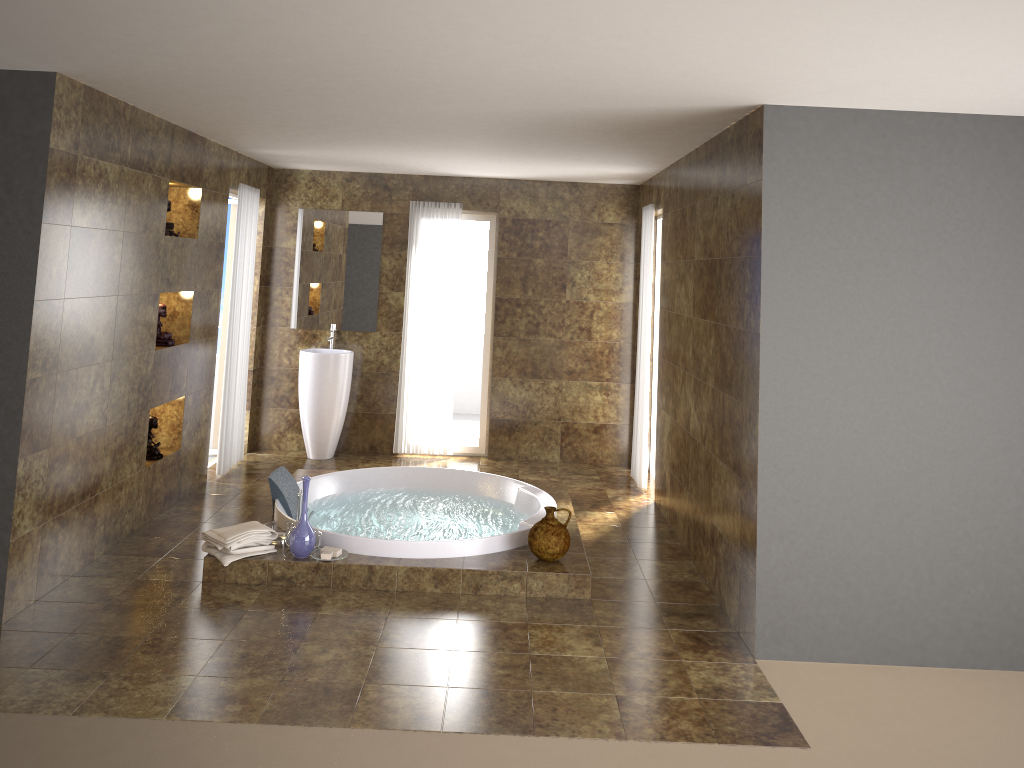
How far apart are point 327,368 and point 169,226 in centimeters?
212cm

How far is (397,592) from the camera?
4.8 meters

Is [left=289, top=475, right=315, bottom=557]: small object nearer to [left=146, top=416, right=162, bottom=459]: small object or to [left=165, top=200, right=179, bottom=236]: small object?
[left=146, top=416, right=162, bottom=459]: small object

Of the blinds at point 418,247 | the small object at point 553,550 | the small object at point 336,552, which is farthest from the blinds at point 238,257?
the small object at point 553,550

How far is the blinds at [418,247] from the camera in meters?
7.7 m

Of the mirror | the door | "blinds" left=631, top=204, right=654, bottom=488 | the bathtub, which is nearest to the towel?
the bathtub

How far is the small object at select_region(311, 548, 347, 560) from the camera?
4.80m

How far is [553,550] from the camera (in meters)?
4.87

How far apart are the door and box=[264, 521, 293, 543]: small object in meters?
2.8

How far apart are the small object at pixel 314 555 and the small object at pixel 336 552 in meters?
0.0 m
